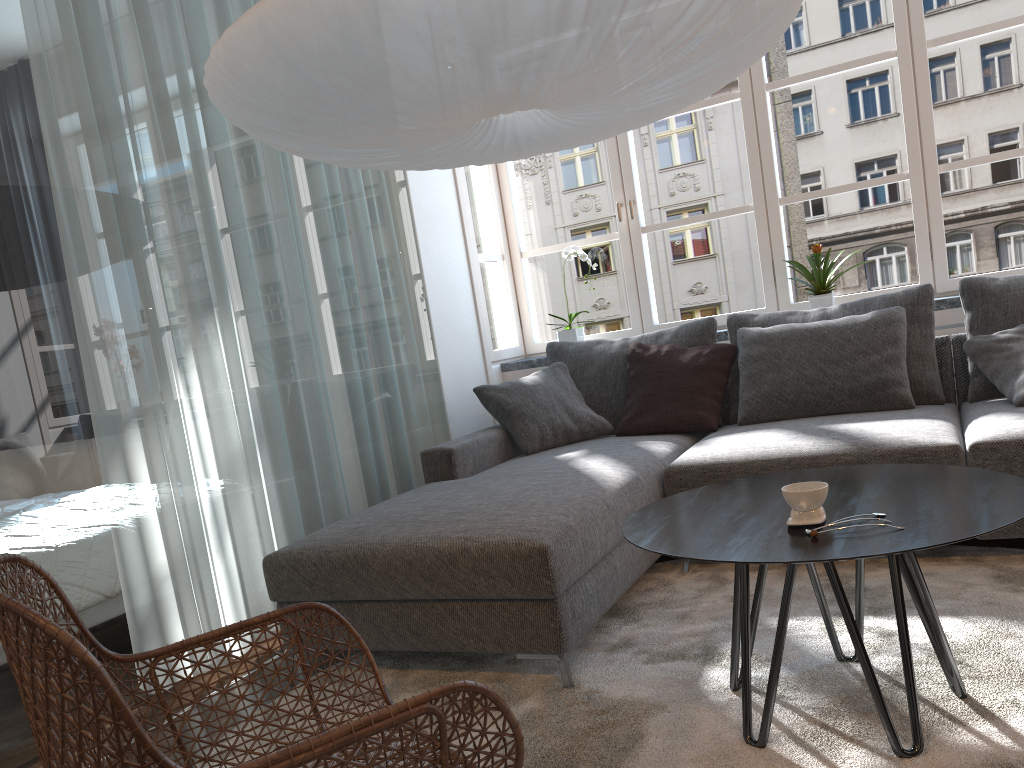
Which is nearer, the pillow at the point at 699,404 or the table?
the table

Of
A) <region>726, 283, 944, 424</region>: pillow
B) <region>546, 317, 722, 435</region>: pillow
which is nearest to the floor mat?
<region>726, 283, 944, 424</region>: pillow

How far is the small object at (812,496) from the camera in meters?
1.7

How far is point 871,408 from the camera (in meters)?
3.37

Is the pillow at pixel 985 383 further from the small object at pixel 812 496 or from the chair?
the chair

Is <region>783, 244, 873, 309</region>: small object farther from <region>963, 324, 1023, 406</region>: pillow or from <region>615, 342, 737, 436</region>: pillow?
<region>963, 324, 1023, 406</region>: pillow

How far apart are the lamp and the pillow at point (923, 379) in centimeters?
152cm

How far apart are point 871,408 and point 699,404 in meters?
0.7 m

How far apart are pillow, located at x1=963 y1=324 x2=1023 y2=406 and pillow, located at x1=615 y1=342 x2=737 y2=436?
0.88m

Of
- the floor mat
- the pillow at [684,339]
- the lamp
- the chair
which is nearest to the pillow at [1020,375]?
the floor mat
